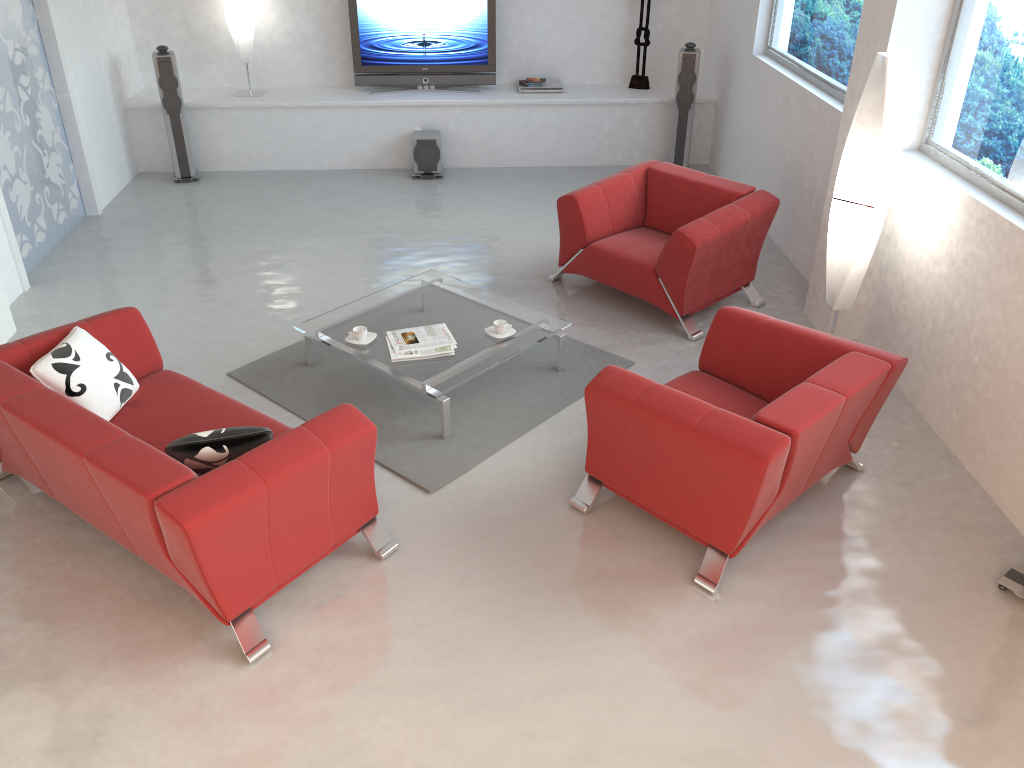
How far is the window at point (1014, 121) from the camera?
4.2 meters

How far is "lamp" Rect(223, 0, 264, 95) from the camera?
8.0m

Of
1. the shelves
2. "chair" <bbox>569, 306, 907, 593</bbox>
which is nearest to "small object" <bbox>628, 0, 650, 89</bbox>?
the shelves

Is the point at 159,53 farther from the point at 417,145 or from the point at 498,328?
the point at 498,328

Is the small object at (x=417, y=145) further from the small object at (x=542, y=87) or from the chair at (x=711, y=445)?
the chair at (x=711, y=445)

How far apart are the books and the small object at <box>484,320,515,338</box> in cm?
23

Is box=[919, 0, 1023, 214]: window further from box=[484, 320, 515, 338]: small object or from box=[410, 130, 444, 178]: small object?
box=[410, 130, 444, 178]: small object

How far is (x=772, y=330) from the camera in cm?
421

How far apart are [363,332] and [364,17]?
4.6 meters

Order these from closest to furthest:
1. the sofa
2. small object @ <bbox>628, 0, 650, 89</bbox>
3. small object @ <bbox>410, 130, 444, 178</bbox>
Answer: the sofa → small object @ <bbox>410, 130, 444, 178</bbox> → small object @ <bbox>628, 0, 650, 89</bbox>
